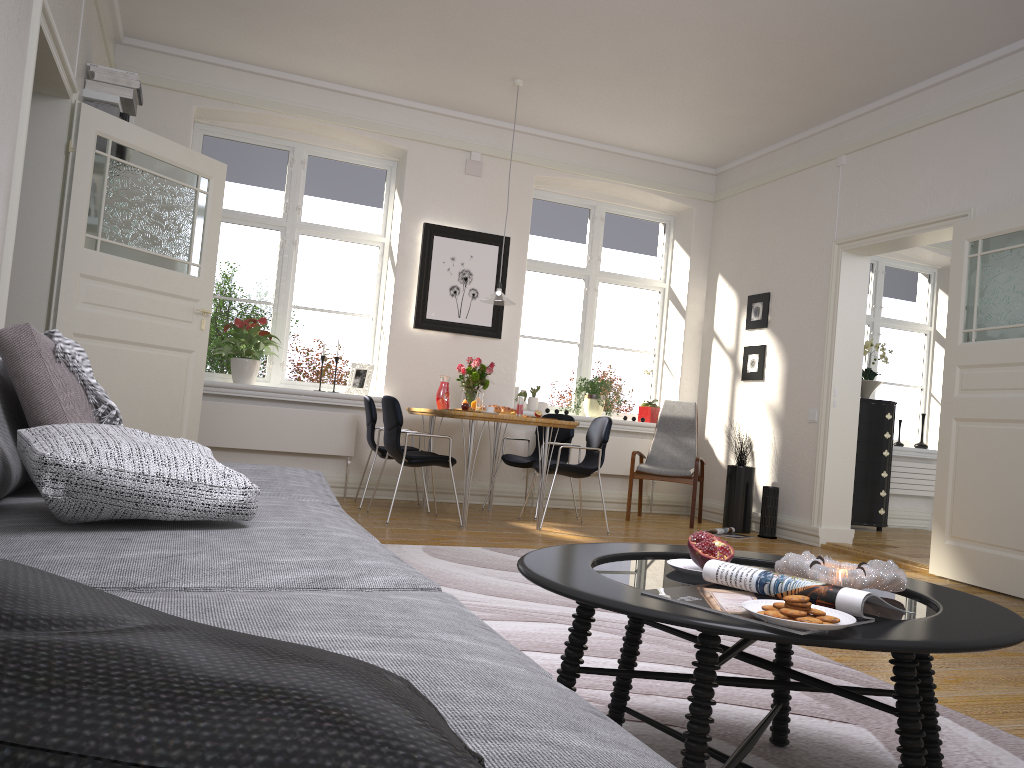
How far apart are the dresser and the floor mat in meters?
4.4 m

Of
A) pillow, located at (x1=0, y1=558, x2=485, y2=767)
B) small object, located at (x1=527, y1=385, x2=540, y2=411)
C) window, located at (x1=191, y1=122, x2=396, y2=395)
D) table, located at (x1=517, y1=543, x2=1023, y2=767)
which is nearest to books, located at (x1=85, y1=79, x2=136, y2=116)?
Answer: window, located at (x1=191, y1=122, x2=396, y2=395)

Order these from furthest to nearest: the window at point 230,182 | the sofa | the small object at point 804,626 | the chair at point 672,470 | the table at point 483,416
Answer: the window at point 230,182
the chair at point 672,470
the table at point 483,416
the small object at point 804,626
the sofa

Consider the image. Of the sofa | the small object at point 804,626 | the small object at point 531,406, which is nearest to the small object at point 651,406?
the small object at point 531,406

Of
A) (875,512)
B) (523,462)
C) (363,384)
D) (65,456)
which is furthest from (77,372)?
(875,512)

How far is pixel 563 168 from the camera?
7.7 meters

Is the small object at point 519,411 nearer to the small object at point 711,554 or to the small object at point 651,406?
the small object at point 651,406

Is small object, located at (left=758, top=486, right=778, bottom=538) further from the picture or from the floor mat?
the picture

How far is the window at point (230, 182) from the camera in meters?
7.1 m

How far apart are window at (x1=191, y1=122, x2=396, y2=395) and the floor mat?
3.0 meters
